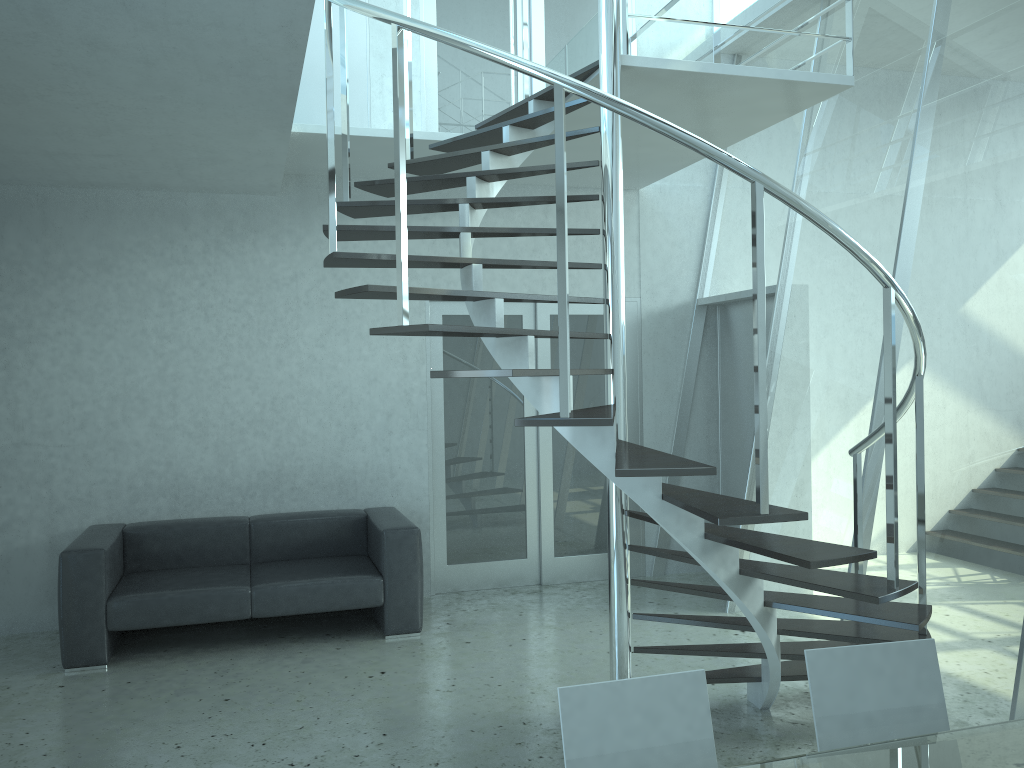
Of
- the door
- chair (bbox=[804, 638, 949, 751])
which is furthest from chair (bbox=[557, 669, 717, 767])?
the door

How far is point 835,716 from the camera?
2.20m

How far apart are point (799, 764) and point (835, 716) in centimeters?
36cm

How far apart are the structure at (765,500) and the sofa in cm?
168

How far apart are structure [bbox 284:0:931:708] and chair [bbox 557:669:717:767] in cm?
72

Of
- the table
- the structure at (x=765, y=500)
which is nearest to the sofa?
the structure at (x=765, y=500)

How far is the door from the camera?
6.4 meters

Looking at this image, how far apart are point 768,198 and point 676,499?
3.6m

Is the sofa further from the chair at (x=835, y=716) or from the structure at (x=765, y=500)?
the chair at (x=835, y=716)

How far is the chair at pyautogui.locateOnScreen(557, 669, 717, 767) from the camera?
2.0 meters
